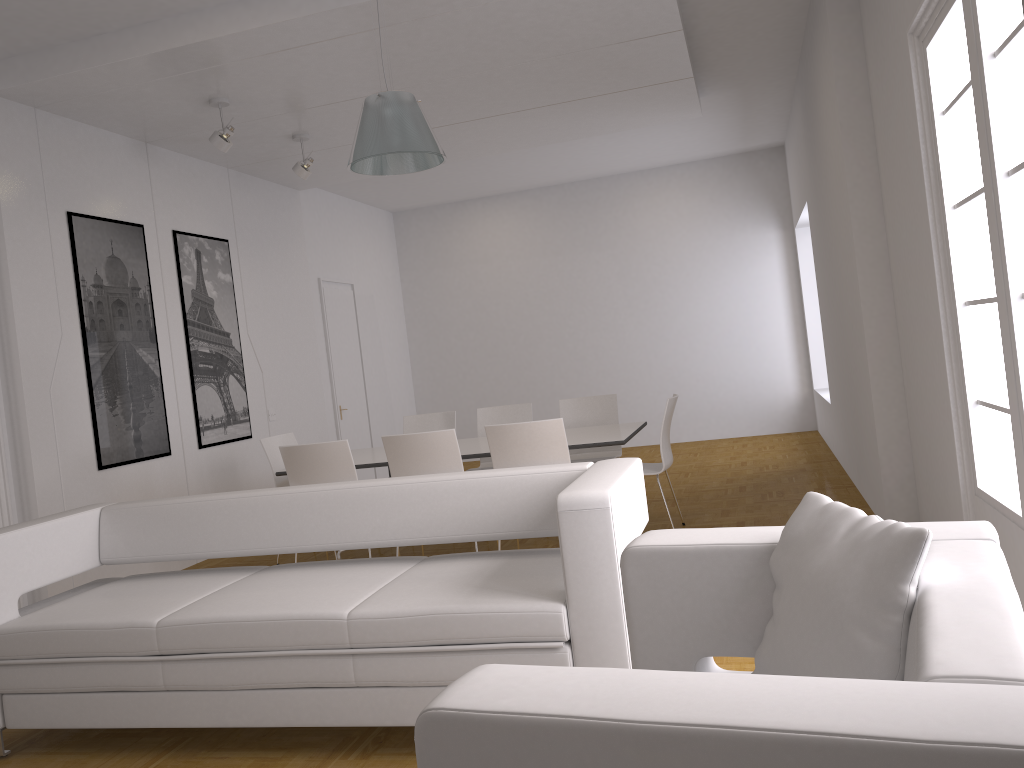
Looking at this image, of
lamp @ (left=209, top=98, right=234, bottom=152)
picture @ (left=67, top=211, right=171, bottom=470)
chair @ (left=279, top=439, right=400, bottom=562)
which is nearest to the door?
picture @ (left=67, top=211, right=171, bottom=470)

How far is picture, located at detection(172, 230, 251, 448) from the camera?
7.23m

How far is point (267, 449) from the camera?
6.5 meters

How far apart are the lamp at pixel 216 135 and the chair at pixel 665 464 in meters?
3.5

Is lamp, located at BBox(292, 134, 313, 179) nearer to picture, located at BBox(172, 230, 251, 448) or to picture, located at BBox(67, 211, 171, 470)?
picture, located at BBox(172, 230, 251, 448)

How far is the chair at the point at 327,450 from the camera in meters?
5.5 m

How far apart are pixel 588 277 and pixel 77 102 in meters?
6.9 m

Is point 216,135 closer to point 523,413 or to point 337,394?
point 523,413

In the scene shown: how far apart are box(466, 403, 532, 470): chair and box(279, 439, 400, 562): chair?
1.86m

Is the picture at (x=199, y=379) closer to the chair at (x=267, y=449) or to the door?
the chair at (x=267, y=449)
